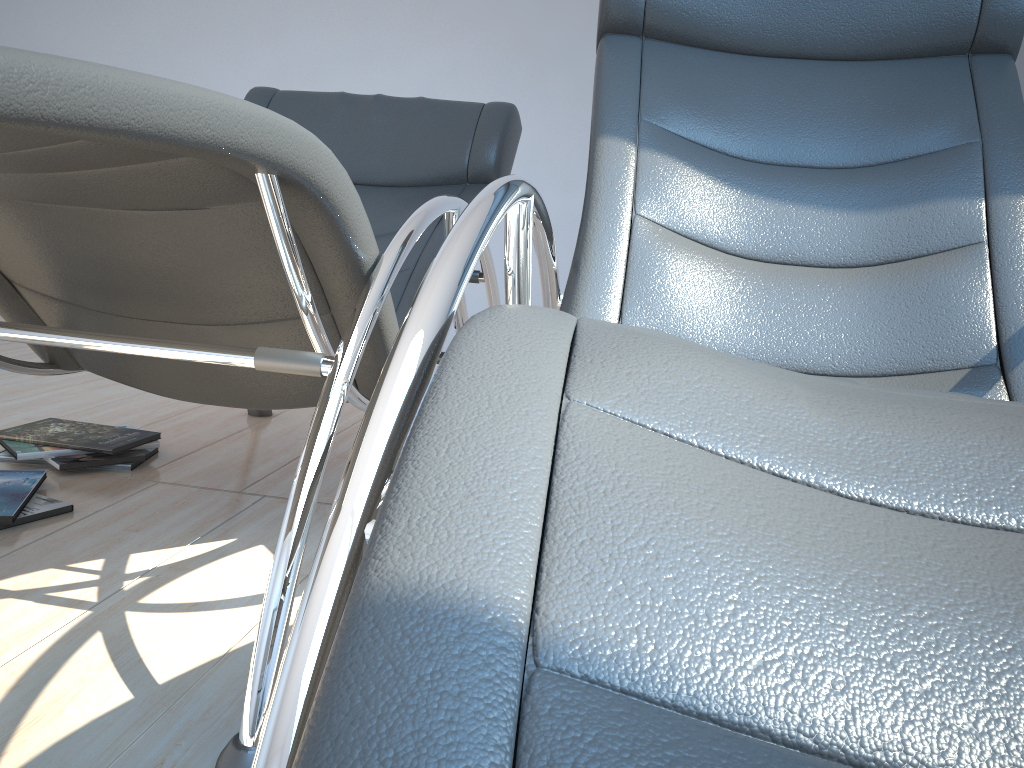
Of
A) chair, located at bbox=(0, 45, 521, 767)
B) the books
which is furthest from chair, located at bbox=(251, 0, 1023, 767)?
the books

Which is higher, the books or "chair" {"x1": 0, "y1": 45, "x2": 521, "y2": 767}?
"chair" {"x1": 0, "y1": 45, "x2": 521, "y2": 767}

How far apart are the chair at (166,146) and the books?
0.3 meters

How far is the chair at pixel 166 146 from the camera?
0.8 meters

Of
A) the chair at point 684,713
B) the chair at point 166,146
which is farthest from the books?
the chair at point 684,713

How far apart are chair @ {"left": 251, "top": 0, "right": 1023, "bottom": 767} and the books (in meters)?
1.02

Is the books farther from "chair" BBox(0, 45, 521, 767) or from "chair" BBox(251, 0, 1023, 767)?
"chair" BBox(251, 0, 1023, 767)

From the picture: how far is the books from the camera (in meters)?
1.70

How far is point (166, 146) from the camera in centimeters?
77cm

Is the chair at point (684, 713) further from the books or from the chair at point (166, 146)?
the books
